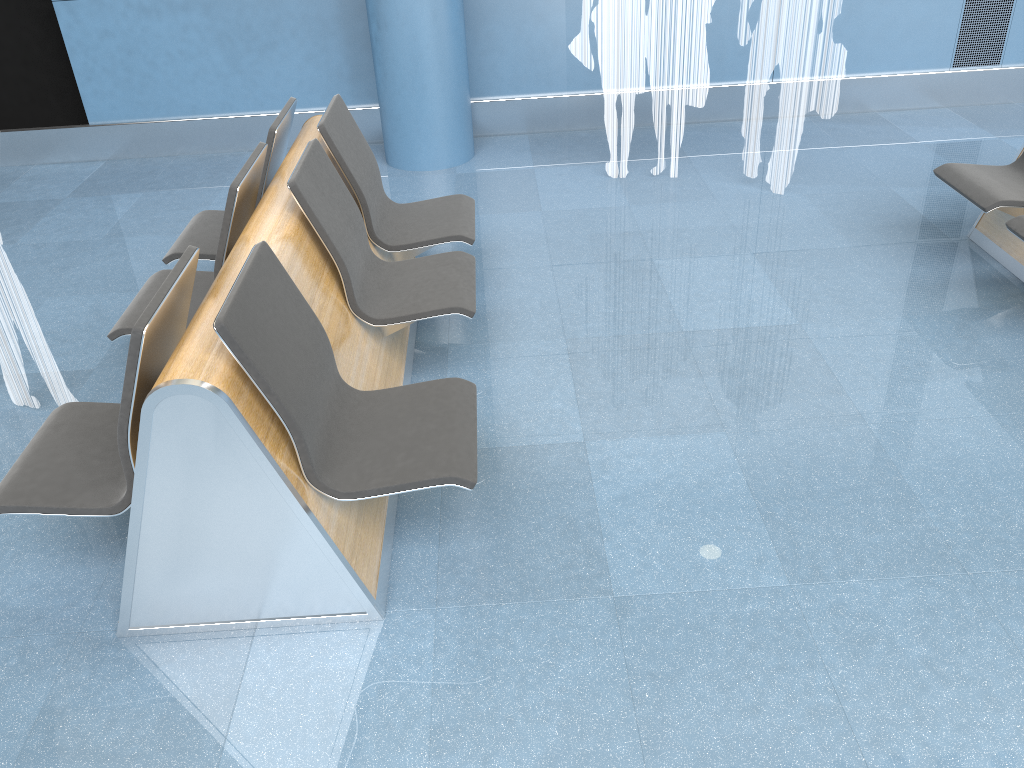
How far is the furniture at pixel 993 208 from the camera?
3.7 meters

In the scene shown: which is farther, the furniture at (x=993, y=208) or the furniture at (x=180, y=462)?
the furniture at (x=993, y=208)

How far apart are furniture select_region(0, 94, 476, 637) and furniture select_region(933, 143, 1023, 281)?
2.1m

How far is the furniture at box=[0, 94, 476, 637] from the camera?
2.1m

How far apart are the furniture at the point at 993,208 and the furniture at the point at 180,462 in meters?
2.1 m

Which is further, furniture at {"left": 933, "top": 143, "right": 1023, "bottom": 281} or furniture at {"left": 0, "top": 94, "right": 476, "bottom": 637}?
furniture at {"left": 933, "top": 143, "right": 1023, "bottom": 281}

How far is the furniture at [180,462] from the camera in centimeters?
213cm

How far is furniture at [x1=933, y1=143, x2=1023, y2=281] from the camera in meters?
3.7 m
